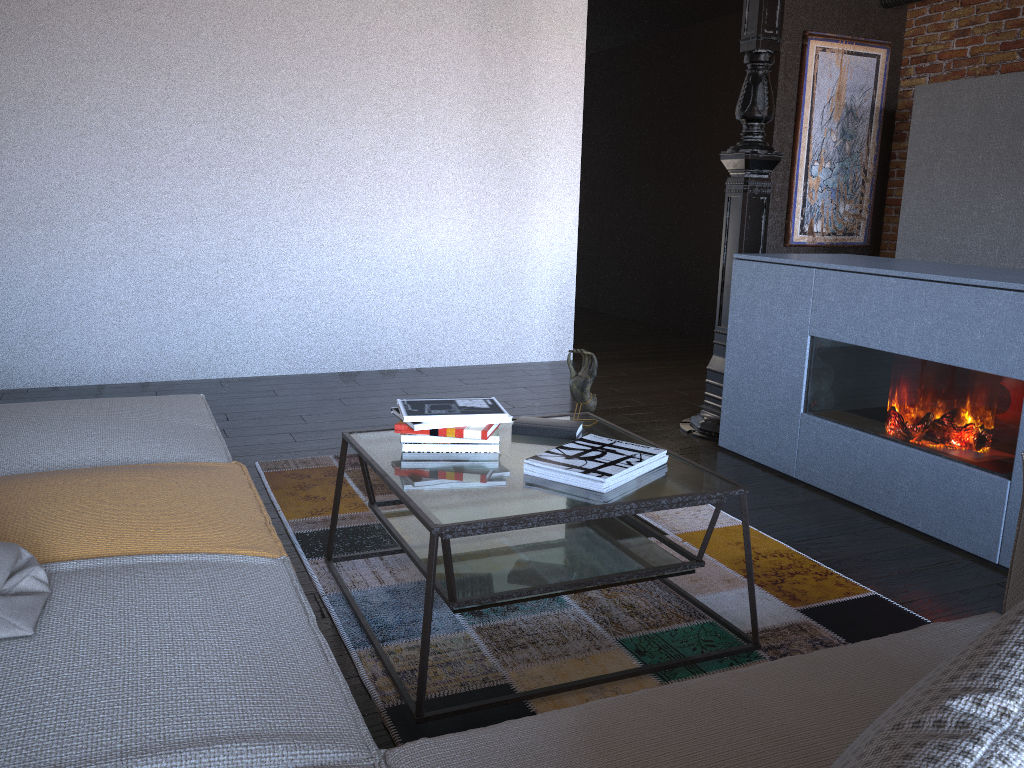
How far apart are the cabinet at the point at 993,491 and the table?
1.03m

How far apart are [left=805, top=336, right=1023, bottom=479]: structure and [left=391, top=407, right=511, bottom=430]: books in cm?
162

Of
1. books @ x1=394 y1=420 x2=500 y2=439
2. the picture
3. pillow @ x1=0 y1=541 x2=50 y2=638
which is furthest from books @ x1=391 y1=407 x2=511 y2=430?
the picture

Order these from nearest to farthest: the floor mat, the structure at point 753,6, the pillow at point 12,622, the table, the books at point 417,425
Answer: the pillow at point 12,622
the table
the floor mat
the books at point 417,425
the structure at point 753,6

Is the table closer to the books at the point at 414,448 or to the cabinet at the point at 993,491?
the books at the point at 414,448

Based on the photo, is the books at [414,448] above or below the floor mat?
above

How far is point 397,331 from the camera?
5.4 meters

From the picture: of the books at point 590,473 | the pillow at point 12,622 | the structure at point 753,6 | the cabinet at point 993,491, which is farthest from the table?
the structure at point 753,6

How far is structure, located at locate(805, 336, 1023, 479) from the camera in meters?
2.6 m

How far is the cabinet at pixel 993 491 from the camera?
2.6m
